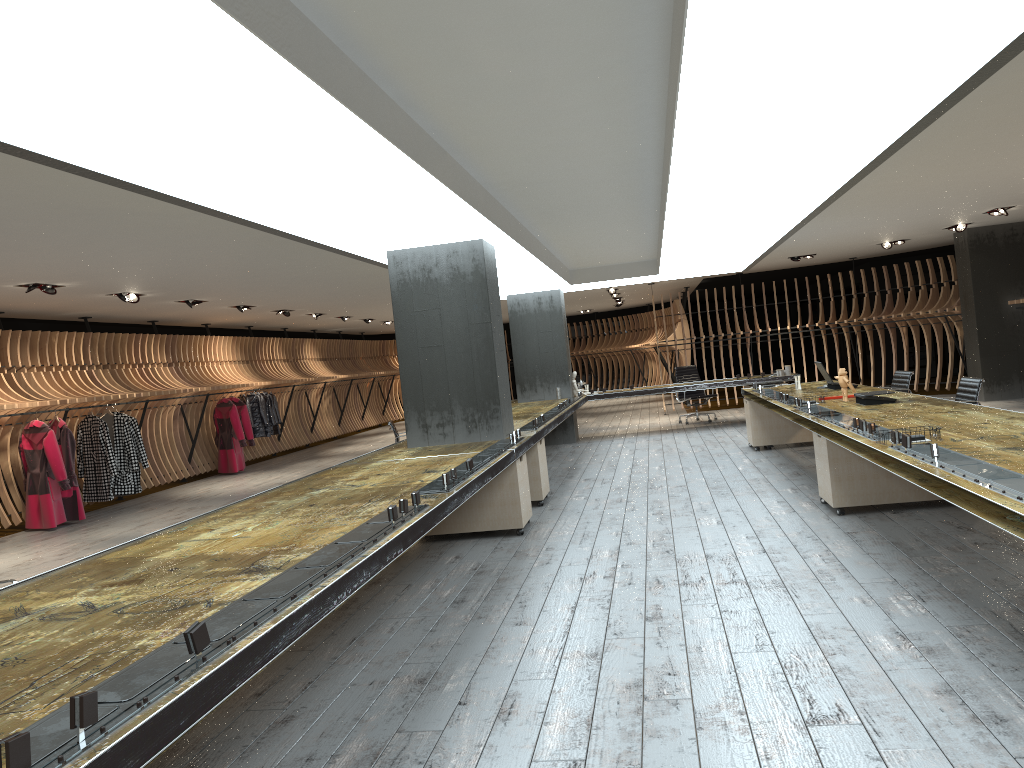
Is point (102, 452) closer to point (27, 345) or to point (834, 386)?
point (27, 345)

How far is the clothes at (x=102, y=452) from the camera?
11.7 meters

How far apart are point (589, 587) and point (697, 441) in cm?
774

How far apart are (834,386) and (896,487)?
3.1m

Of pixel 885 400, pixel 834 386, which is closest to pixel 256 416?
pixel 834 386

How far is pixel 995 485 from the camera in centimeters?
336cm

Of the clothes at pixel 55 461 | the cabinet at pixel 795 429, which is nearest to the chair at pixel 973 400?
the cabinet at pixel 795 429

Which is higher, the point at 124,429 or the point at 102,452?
the point at 124,429

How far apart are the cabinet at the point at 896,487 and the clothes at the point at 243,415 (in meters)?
11.06

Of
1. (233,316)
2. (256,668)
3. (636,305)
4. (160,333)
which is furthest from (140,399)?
(636,305)
